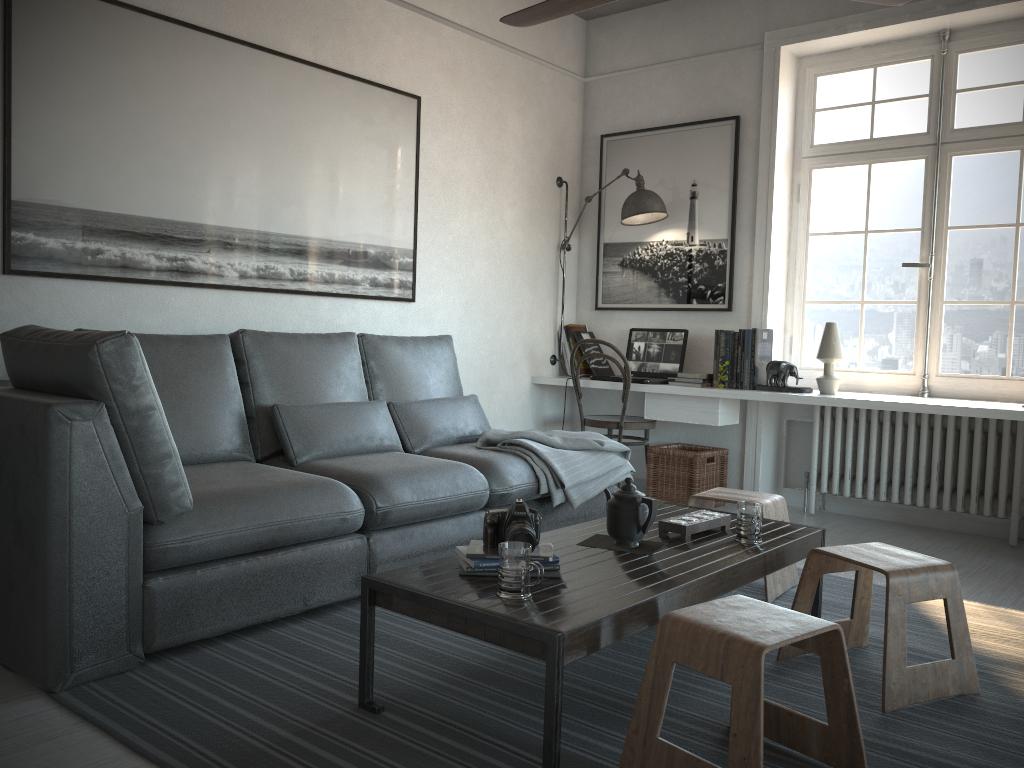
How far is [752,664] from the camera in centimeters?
167cm

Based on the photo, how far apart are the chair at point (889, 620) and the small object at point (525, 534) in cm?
82

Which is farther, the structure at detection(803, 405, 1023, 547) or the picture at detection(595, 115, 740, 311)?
the picture at detection(595, 115, 740, 311)

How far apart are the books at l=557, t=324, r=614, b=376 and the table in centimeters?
224cm

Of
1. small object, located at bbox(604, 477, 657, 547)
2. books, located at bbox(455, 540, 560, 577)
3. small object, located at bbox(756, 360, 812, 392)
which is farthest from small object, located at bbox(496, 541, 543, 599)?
small object, located at bbox(756, 360, 812, 392)

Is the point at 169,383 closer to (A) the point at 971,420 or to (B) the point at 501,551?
(B) the point at 501,551

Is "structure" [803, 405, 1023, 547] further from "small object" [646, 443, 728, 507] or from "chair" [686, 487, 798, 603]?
"chair" [686, 487, 798, 603]

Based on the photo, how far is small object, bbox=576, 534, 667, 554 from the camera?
2.5 meters

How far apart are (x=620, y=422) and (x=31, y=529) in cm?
327

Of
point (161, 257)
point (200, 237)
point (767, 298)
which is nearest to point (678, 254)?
point (767, 298)
